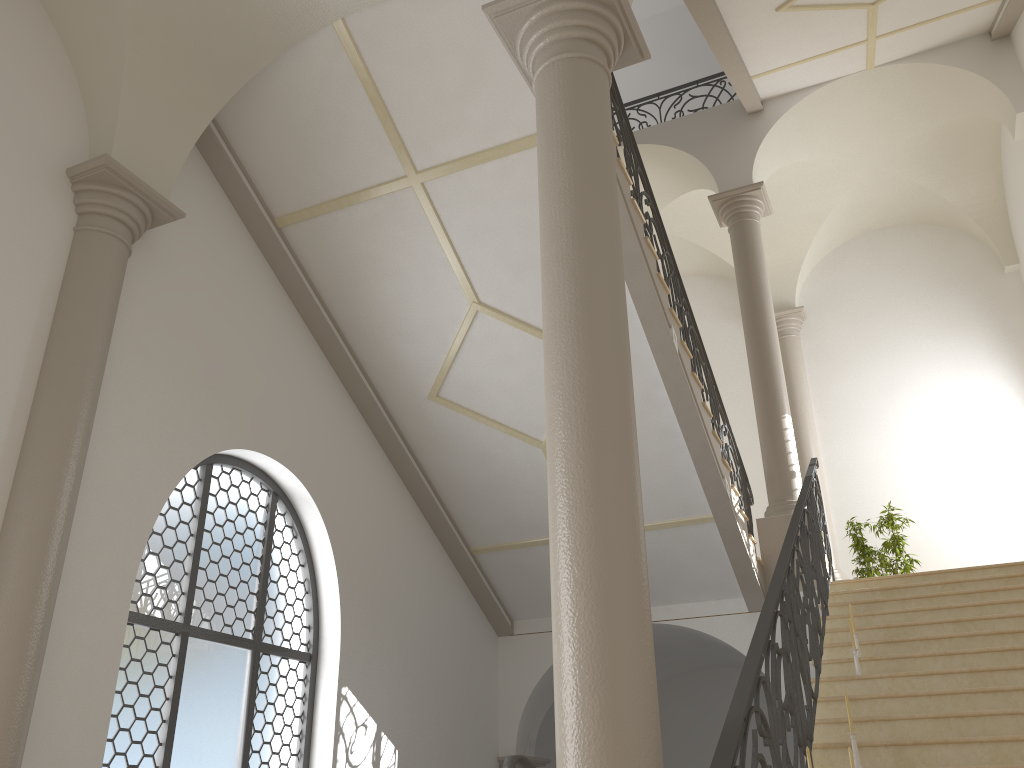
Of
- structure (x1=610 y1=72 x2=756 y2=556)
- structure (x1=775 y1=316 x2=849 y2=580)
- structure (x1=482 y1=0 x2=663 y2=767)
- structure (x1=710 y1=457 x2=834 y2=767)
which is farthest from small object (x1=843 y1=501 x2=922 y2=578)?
structure (x1=482 y1=0 x2=663 y2=767)

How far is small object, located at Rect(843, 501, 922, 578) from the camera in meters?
10.9

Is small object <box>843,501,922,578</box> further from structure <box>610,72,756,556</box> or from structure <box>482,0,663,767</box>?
structure <box>482,0,663,767</box>

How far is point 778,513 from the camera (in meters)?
9.25

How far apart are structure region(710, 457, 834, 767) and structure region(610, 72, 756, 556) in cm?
75

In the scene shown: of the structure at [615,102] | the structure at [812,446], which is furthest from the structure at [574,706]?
the structure at [812,446]

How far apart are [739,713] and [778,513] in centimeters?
609cm

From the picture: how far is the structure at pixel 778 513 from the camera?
9.2 meters

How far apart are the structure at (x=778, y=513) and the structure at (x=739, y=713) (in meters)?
0.36

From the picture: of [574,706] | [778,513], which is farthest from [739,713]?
[778,513]
